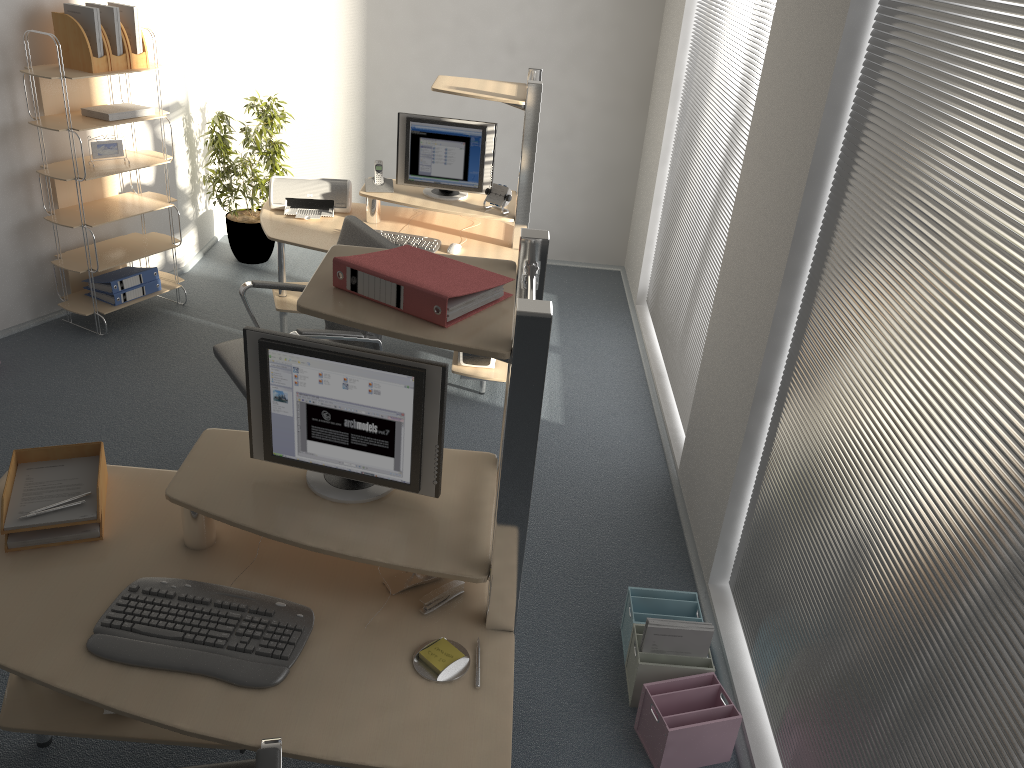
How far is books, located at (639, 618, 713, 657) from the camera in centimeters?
281cm

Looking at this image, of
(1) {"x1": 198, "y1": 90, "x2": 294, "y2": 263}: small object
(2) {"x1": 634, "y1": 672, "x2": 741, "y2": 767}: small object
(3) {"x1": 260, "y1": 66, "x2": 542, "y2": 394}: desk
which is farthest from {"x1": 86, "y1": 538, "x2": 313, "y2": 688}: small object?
(1) {"x1": 198, "y1": 90, "x2": 294, "y2": 263}: small object

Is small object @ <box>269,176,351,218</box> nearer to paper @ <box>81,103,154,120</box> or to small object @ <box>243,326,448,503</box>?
paper @ <box>81,103,154,120</box>

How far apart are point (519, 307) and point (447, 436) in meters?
2.6

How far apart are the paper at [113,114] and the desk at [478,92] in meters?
0.8

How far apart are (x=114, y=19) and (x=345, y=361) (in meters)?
3.37

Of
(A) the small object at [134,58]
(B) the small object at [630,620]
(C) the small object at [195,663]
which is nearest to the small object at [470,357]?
(B) the small object at [630,620]

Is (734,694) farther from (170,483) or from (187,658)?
(170,483)

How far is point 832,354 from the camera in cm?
254

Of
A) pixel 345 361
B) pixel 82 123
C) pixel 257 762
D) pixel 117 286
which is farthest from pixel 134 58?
pixel 257 762
